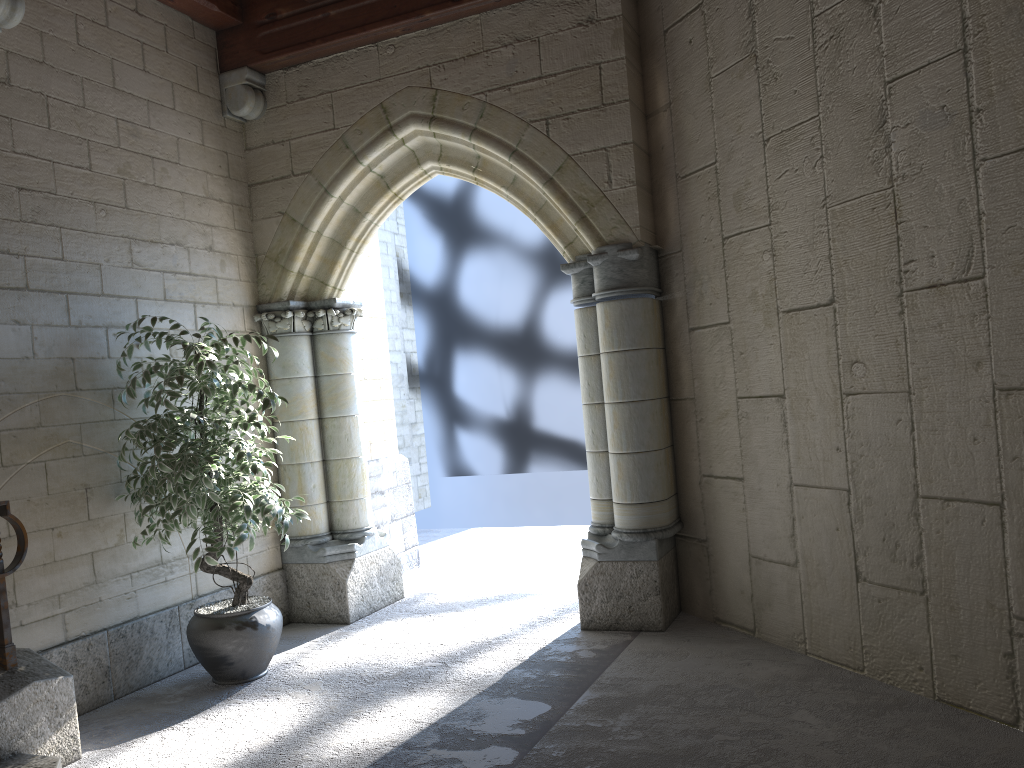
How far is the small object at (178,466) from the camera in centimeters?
351cm

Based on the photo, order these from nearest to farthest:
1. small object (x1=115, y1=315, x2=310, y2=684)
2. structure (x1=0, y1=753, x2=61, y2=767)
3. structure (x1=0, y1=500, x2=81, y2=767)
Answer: structure (x1=0, y1=753, x2=61, y2=767), structure (x1=0, y1=500, x2=81, y2=767), small object (x1=115, y1=315, x2=310, y2=684)

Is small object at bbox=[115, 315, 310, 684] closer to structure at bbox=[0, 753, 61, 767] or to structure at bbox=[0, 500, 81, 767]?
structure at bbox=[0, 500, 81, 767]

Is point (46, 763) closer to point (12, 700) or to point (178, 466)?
point (12, 700)

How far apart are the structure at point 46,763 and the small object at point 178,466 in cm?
84

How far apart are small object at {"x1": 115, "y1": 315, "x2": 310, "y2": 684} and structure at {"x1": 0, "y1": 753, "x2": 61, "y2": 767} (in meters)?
0.84

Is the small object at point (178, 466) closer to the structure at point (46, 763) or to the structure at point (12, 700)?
the structure at point (12, 700)

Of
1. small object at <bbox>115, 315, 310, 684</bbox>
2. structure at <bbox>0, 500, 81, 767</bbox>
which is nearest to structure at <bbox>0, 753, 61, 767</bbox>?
structure at <bbox>0, 500, 81, 767</bbox>

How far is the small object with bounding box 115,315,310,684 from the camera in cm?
351

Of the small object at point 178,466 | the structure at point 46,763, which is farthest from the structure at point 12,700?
the small object at point 178,466
